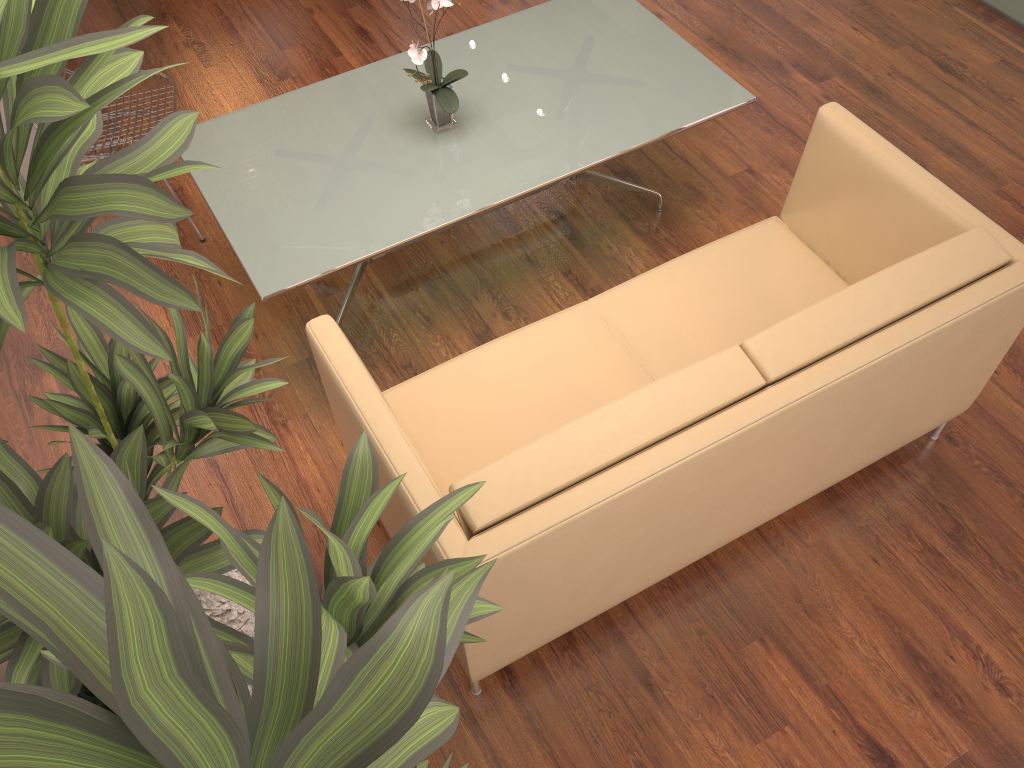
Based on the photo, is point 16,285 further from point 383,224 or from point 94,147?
point 94,147

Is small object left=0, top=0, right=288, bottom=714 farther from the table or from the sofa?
the table

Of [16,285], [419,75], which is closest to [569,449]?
[16,285]

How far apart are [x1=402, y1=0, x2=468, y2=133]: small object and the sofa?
0.8m

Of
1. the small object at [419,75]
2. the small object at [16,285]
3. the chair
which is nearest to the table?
the small object at [419,75]

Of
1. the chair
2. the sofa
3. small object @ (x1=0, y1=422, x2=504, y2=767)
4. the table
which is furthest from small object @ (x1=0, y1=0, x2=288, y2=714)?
the chair

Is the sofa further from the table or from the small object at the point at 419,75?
the small object at the point at 419,75

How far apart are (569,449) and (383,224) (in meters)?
1.24

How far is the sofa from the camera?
1.99m

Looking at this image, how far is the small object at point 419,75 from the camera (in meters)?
2.88
